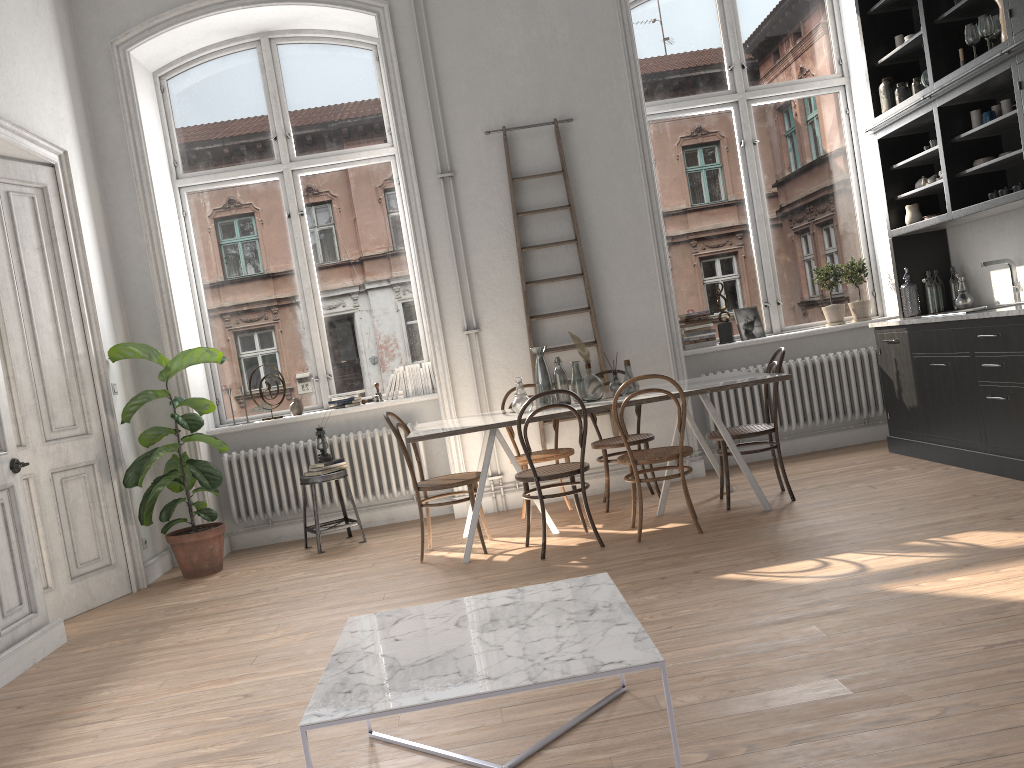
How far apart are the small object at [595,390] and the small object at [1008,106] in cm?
288

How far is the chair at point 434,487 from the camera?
5.2 meters

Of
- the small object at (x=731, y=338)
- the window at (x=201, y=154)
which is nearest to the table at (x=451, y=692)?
the window at (x=201, y=154)

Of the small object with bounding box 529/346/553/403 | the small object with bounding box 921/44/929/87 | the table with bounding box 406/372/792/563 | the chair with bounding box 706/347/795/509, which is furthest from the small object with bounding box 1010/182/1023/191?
the small object with bounding box 529/346/553/403

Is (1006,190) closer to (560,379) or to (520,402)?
(560,379)

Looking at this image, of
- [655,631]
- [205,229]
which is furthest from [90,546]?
[655,631]

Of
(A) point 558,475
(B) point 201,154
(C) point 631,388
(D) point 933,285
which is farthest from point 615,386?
(B) point 201,154

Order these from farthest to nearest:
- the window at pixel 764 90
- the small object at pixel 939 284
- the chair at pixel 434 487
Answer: the window at pixel 764 90, the small object at pixel 939 284, the chair at pixel 434 487

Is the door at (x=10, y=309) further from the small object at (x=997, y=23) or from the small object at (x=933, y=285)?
the small object at (x=997, y=23)

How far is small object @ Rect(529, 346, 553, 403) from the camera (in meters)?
5.59
